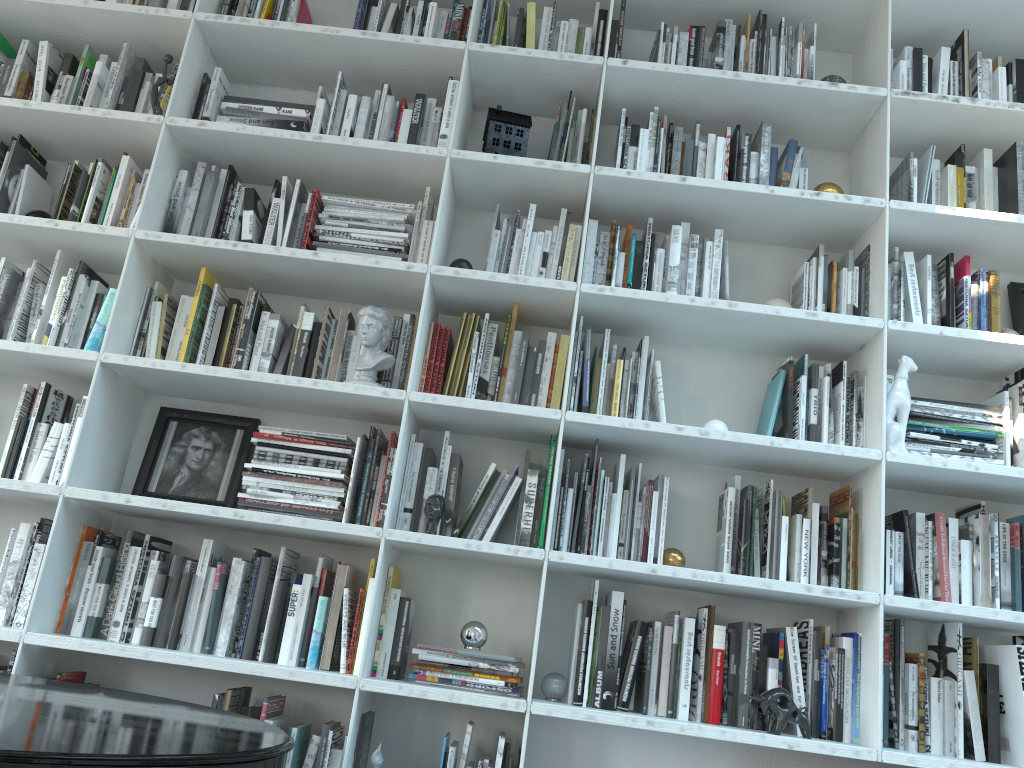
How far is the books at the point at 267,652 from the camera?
2.3 meters

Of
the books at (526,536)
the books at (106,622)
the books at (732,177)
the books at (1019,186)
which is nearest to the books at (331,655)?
the books at (526,536)

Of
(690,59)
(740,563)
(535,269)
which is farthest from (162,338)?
(690,59)

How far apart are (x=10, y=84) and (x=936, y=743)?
3.27m

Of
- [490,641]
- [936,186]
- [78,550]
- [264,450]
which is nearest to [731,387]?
[936,186]

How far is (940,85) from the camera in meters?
2.8 m

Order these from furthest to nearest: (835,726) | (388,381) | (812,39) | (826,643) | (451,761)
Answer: (812,39) → (388,381) → (826,643) → (835,726) → (451,761)

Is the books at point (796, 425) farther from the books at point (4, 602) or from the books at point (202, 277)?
the books at point (4, 602)

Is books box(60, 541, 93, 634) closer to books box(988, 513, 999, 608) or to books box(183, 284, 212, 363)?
books box(183, 284, 212, 363)

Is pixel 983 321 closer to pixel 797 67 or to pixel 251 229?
pixel 797 67
